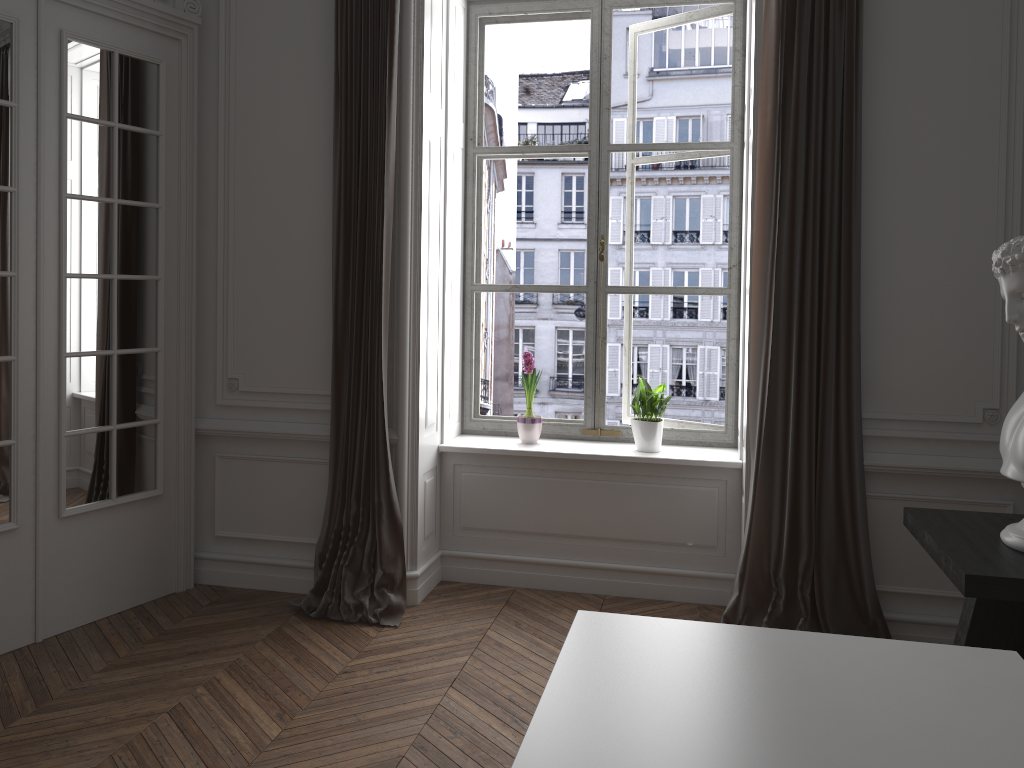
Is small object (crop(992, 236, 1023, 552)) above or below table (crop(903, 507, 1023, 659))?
above

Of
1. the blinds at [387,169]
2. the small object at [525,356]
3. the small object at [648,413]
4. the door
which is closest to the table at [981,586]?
the small object at [648,413]

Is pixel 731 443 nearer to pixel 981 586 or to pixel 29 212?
pixel 981 586

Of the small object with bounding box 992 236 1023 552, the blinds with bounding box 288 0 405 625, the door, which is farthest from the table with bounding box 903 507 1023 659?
the door

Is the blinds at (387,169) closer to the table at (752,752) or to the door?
the door

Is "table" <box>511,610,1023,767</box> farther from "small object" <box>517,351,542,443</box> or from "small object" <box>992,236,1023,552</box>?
"small object" <box>517,351,542,443</box>

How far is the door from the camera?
3.5 meters

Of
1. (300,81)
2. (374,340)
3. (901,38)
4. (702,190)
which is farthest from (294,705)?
(702,190)

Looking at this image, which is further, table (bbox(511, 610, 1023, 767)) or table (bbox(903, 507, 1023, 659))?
table (bbox(903, 507, 1023, 659))

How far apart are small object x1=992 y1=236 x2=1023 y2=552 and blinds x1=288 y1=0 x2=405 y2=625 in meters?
2.4 m
